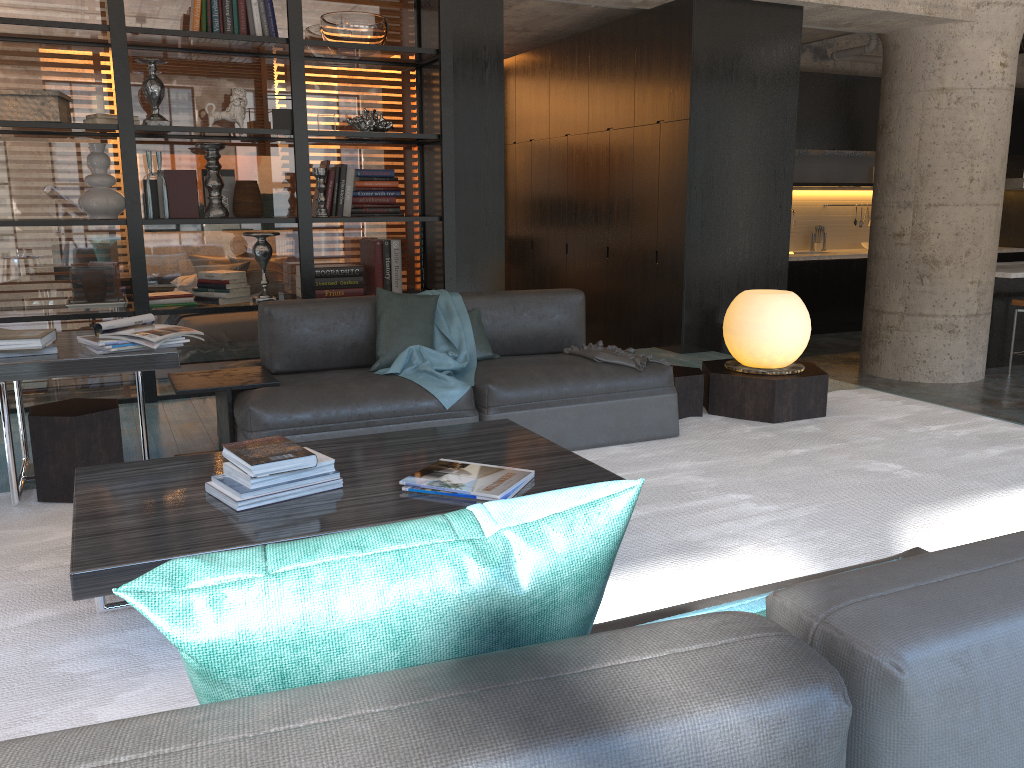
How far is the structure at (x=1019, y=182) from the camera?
8.2m

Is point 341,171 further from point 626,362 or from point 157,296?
point 626,362

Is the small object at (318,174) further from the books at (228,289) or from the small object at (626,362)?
the small object at (626,362)

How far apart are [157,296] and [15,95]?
1.26m

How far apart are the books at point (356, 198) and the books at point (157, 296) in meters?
1.2 m

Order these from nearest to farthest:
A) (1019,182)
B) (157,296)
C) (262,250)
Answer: (157,296) < (262,250) < (1019,182)

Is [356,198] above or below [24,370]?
Answer: above

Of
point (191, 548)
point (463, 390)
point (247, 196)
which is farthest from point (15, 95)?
point (191, 548)

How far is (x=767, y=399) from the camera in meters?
4.6

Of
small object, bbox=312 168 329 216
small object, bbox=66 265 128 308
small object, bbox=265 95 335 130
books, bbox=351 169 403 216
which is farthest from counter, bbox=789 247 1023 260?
small object, bbox=66 265 128 308
